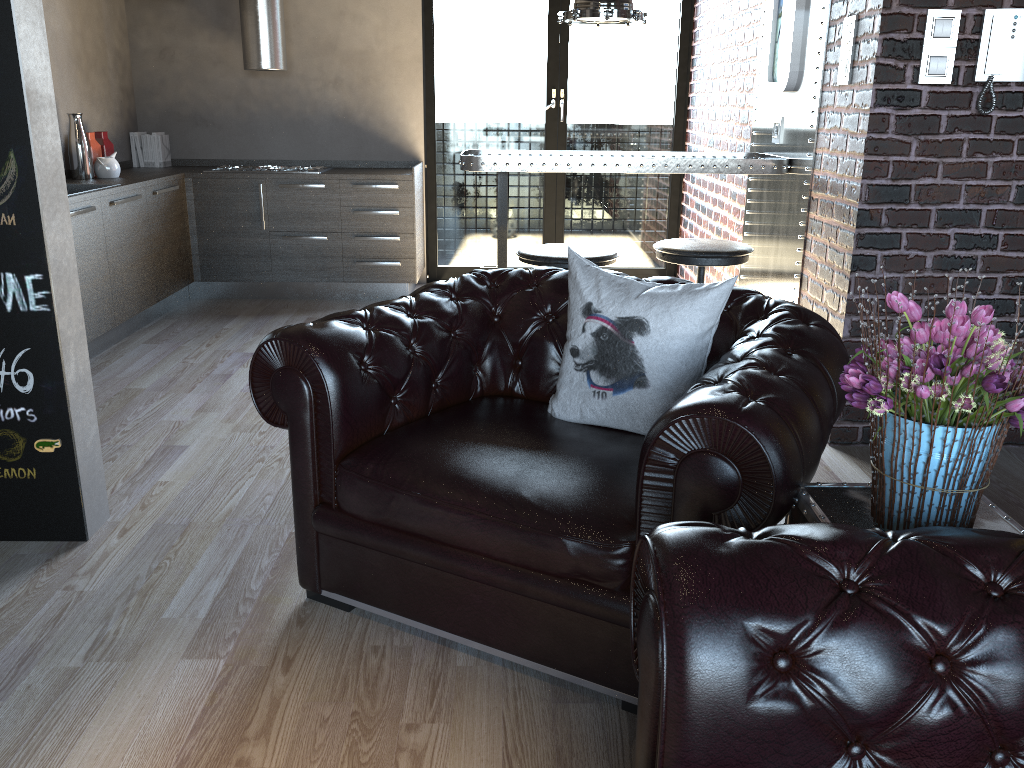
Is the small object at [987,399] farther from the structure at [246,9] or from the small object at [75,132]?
the structure at [246,9]

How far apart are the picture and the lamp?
0.69m

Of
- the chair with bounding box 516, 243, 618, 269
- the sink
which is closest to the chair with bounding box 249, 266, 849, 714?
the chair with bounding box 516, 243, 618, 269

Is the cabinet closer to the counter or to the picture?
the counter

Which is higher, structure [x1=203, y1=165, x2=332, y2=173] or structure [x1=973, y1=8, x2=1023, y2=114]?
structure [x1=973, y1=8, x2=1023, y2=114]

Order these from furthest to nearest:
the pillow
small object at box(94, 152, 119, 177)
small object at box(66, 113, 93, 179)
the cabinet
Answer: small object at box(94, 152, 119, 177) → small object at box(66, 113, 93, 179) → the cabinet → the pillow

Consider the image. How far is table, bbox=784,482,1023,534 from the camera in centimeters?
171cm

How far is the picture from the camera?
4.1 meters

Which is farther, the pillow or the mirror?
the mirror

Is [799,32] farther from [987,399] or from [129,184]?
[129,184]
